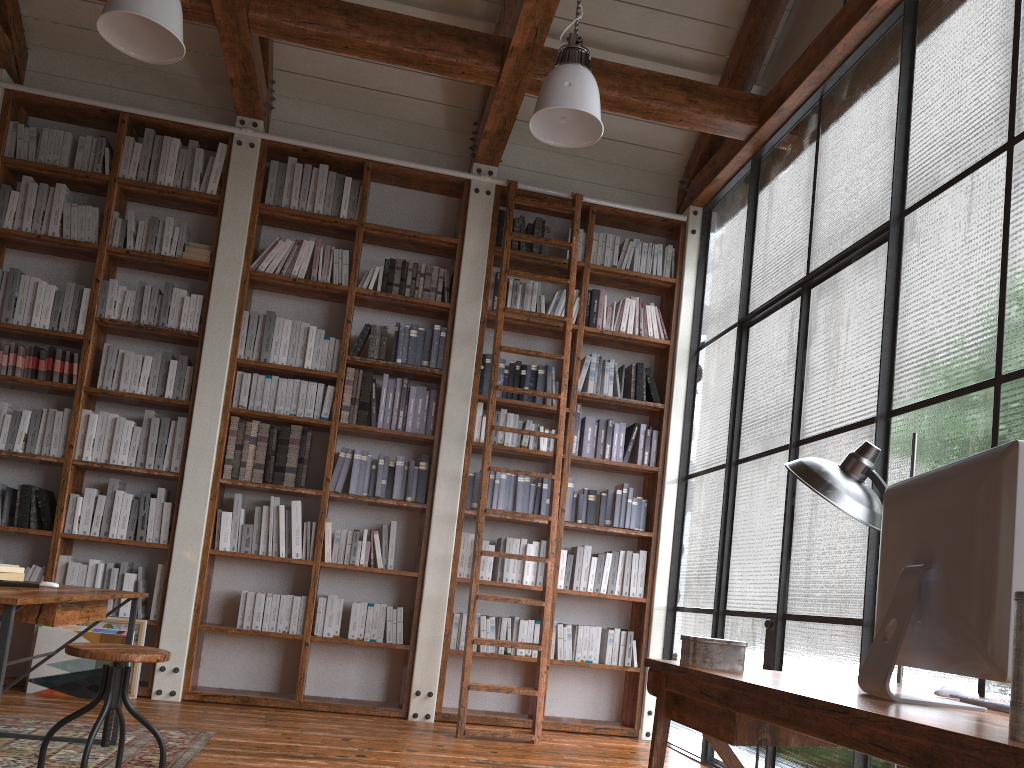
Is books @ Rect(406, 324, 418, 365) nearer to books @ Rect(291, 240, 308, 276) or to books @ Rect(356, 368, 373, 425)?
books @ Rect(356, 368, 373, 425)

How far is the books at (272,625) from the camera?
5.2m

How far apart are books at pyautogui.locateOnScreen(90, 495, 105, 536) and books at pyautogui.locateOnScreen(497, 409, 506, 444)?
2.4 meters

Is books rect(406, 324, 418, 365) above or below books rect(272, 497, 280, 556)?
above

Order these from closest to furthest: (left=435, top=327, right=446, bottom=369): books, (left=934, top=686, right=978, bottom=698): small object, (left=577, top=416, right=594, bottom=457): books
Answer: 1. (left=934, top=686, right=978, bottom=698): small object
2. (left=435, top=327, right=446, bottom=369): books
3. (left=577, top=416, right=594, bottom=457): books

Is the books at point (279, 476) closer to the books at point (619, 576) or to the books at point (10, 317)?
the books at point (10, 317)

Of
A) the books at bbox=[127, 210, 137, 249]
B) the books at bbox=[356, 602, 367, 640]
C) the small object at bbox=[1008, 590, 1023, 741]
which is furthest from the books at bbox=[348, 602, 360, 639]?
the small object at bbox=[1008, 590, 1023, 741]

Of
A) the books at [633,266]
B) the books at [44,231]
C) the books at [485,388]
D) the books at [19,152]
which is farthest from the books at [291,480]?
the books at [633,266]

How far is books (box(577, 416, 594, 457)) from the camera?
5.8 meters

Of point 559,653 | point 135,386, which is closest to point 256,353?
point 135,386
